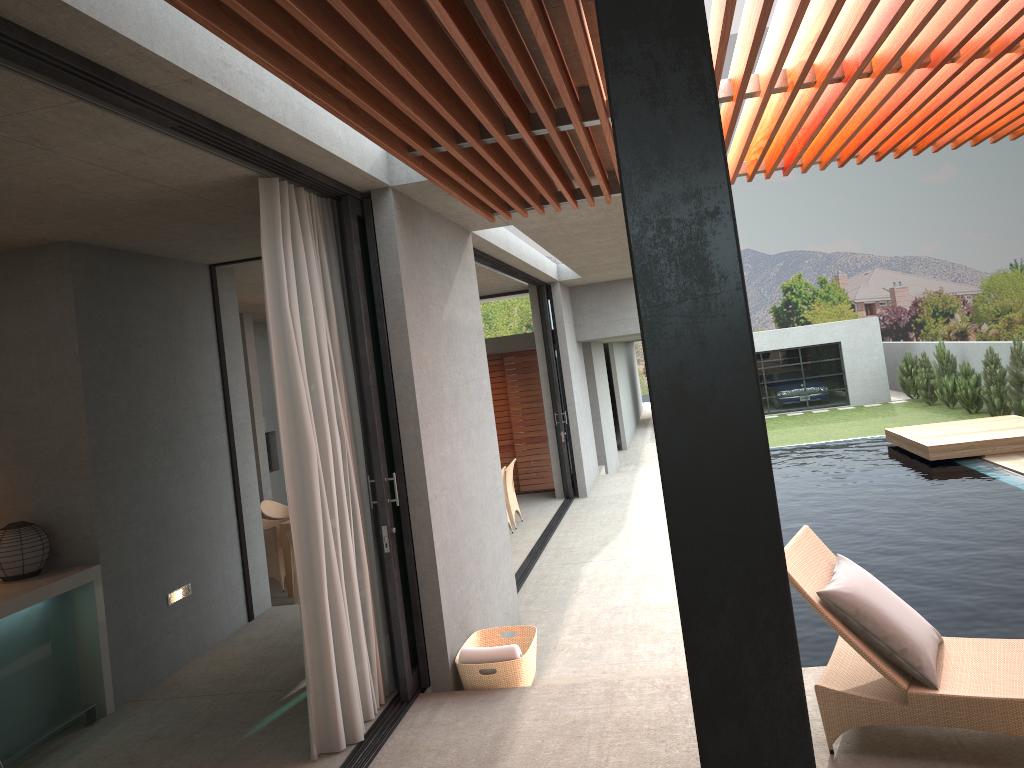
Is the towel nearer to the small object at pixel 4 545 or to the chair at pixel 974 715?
the chair at pixel 974 715

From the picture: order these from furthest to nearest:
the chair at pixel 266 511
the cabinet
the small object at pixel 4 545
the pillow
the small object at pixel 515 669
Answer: the chair at pixel 266 511 < the small object at pixel 4 545 < the small object at pixel 515 669 < the cabinet < the pillow

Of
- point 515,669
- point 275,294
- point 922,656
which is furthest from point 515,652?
point 275,294

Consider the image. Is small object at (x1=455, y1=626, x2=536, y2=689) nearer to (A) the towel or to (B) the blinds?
(A) the towel

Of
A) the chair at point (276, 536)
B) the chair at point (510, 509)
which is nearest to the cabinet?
the chair at point (276, 536)

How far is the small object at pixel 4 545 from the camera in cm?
534

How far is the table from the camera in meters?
9.3

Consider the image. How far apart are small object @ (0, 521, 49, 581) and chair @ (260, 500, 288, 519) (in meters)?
4.87

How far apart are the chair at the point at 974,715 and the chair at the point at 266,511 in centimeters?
732cm

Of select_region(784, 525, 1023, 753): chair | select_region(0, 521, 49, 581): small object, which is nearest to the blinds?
select_region(0, 521, 49, 581): small object
